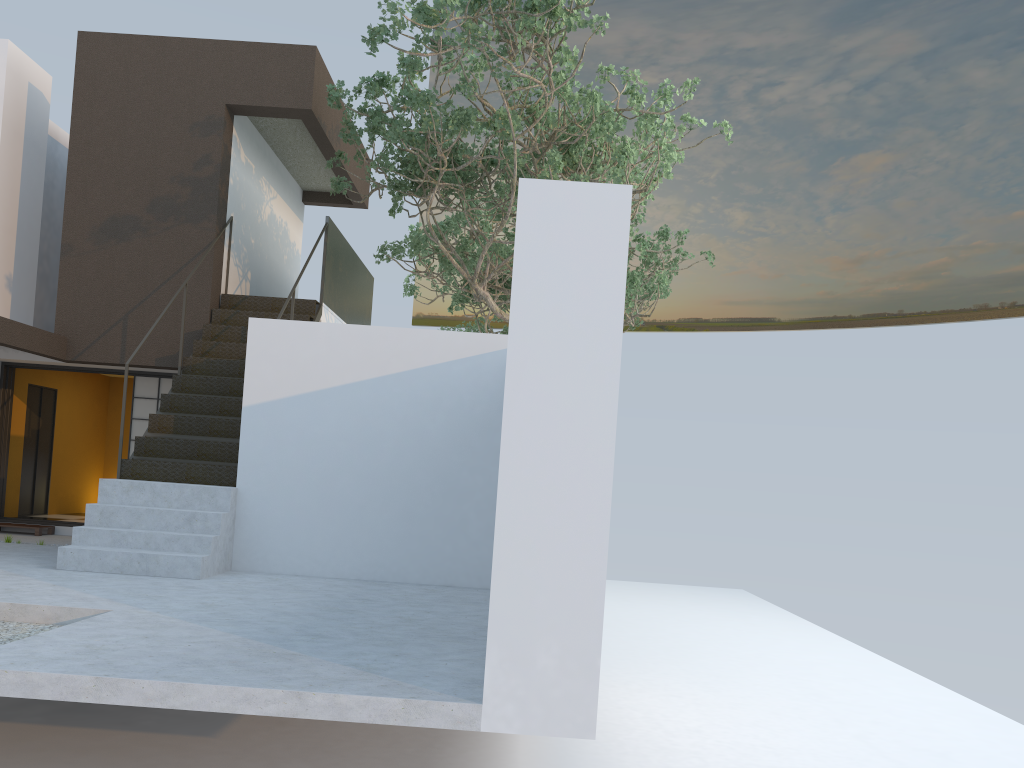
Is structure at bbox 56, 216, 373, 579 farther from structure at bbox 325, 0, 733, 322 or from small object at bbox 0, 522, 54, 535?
small object at bbox 0, 522, 54, 535

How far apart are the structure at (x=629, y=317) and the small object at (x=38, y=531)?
7.3m

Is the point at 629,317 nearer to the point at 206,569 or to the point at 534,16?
the point at 534,16

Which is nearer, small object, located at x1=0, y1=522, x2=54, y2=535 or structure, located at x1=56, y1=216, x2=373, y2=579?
structure, located at x1=56, y1=216, x2=373, y2=579

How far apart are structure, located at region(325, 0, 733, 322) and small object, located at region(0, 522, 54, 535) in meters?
5.1 m

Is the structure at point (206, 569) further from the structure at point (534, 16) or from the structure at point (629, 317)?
the structure at point (629, 317)

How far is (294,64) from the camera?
10.35m

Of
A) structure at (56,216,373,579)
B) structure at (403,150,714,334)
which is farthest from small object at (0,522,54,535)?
structure at (403,150,714,334)

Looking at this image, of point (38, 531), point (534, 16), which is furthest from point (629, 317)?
point (38, 531)

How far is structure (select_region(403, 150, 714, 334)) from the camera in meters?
14.8 m
